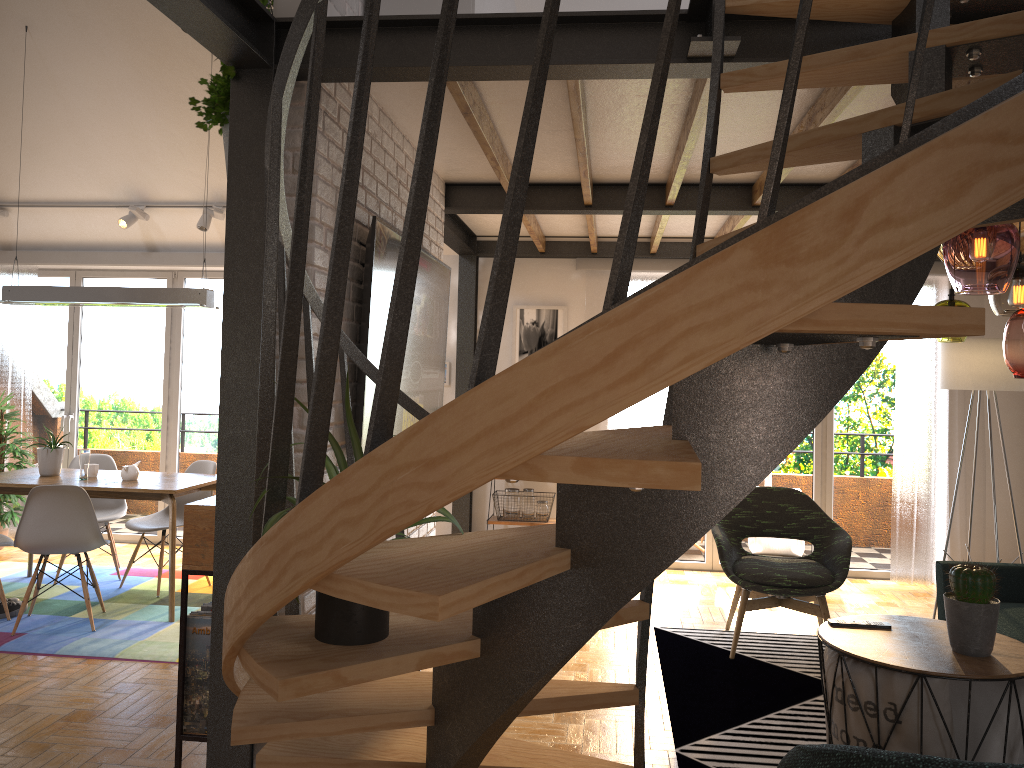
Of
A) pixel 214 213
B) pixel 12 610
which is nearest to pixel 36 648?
pixel 12 610

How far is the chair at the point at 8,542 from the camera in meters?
5.0

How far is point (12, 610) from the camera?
5.05m

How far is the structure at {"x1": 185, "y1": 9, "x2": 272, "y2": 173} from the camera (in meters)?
2.86

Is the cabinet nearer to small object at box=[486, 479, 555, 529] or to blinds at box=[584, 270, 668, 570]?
small object at box=[486, 479, 555, 529]

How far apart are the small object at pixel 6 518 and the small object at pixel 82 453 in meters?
1.6

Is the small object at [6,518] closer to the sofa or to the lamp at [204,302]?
the lamp at [204,302]

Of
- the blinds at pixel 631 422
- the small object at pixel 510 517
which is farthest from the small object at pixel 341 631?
the blinds at pixel 631 422

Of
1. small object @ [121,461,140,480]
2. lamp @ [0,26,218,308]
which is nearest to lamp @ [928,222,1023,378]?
lamp @ [0,26,218,308]

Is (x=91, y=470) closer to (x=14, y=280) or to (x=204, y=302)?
(x=204, y=302)
